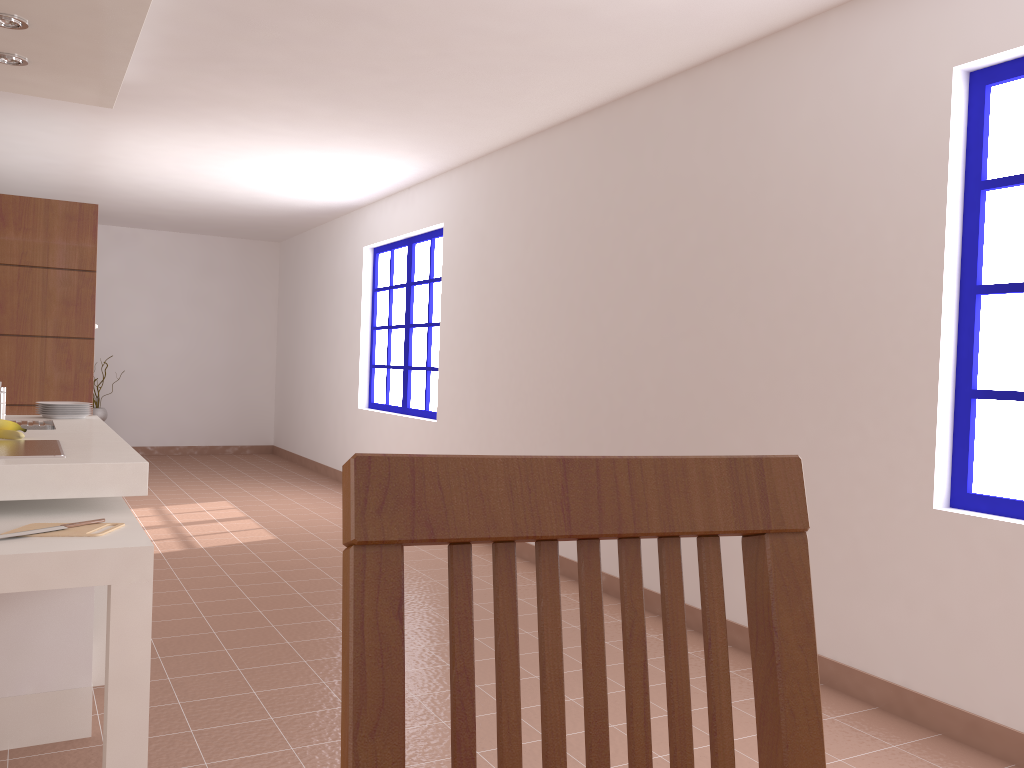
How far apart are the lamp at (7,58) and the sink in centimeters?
155cm

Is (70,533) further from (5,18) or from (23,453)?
(5,18)

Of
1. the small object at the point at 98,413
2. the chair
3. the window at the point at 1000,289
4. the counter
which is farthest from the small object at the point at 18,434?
the small object at the point at 98,413

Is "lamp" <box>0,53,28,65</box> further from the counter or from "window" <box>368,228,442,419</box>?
"window" <box>368,228,442,419</box>

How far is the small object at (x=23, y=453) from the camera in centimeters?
269cm

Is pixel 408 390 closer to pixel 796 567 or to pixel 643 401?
pixel 643 401

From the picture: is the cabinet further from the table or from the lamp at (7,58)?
the lamp at (7,58)

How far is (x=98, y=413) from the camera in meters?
9.2 m

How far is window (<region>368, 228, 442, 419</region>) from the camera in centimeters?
679cm

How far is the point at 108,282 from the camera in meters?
9.6
